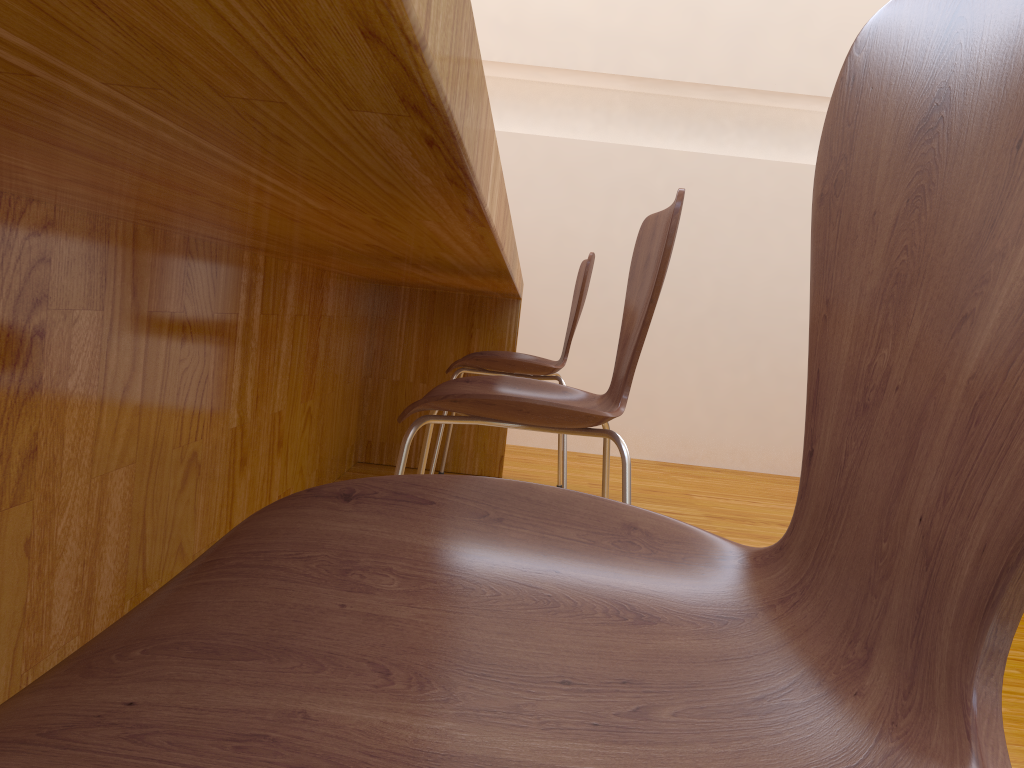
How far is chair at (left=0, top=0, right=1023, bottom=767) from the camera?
0.26m

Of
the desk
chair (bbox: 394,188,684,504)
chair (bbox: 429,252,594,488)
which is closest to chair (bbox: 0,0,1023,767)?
the desk

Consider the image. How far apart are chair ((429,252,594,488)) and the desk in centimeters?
11cm

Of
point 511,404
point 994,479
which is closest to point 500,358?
point 511,404

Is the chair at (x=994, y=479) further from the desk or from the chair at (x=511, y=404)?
the chair at (x=511, y=404)

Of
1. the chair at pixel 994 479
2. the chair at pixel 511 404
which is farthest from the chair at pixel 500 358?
the chair at pixel 994 479

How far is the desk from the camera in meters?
0.3

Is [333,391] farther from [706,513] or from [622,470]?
[622,470]

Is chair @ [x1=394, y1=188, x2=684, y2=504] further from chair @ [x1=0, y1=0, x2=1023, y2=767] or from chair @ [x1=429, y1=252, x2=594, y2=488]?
chair @ [x1=429, y1=252, x2=594, y2=488]

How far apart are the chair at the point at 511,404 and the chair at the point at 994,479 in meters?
0.6 m
